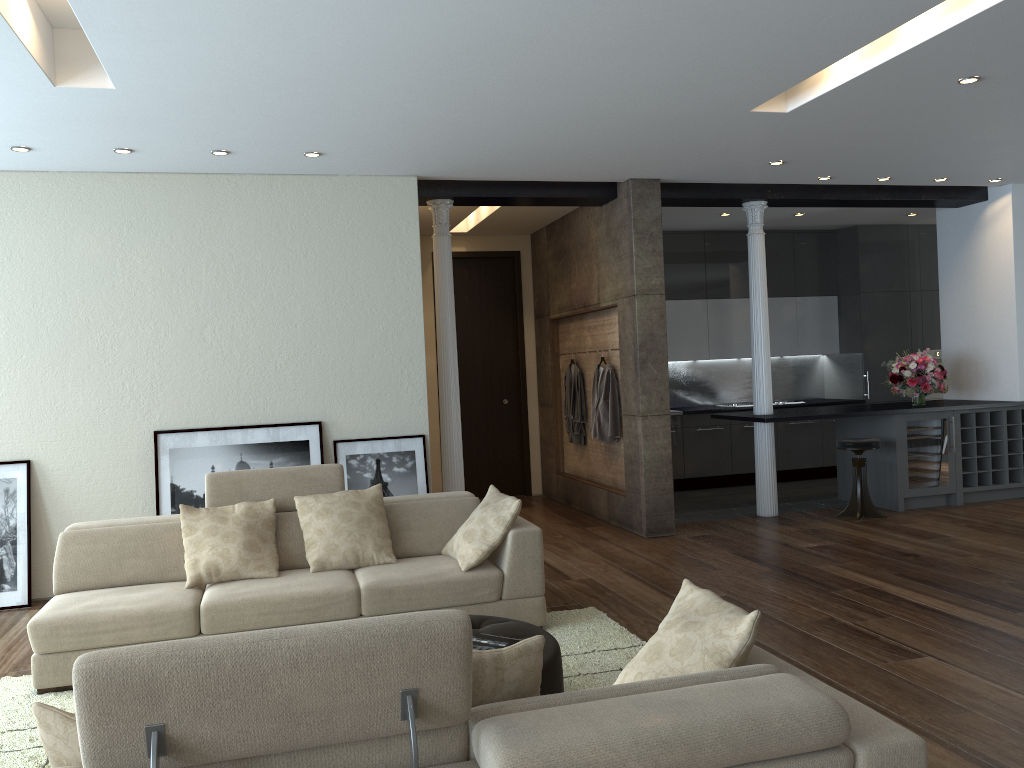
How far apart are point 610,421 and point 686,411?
2.2 meters

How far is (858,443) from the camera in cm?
773

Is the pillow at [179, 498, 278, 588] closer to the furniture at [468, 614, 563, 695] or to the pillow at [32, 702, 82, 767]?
the furniture at [468, 614, 563, 695]

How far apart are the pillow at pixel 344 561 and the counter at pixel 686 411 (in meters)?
5.39

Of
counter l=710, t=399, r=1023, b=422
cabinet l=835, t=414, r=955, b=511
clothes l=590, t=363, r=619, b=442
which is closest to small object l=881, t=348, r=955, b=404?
counter l=710, t=399, r=1023, b=422

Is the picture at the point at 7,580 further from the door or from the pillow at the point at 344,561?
the door

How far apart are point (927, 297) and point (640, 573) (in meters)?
6.67

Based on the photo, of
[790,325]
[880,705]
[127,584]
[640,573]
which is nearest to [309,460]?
[127,584]

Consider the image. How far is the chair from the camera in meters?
7.7

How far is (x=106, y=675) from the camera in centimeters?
170cm
